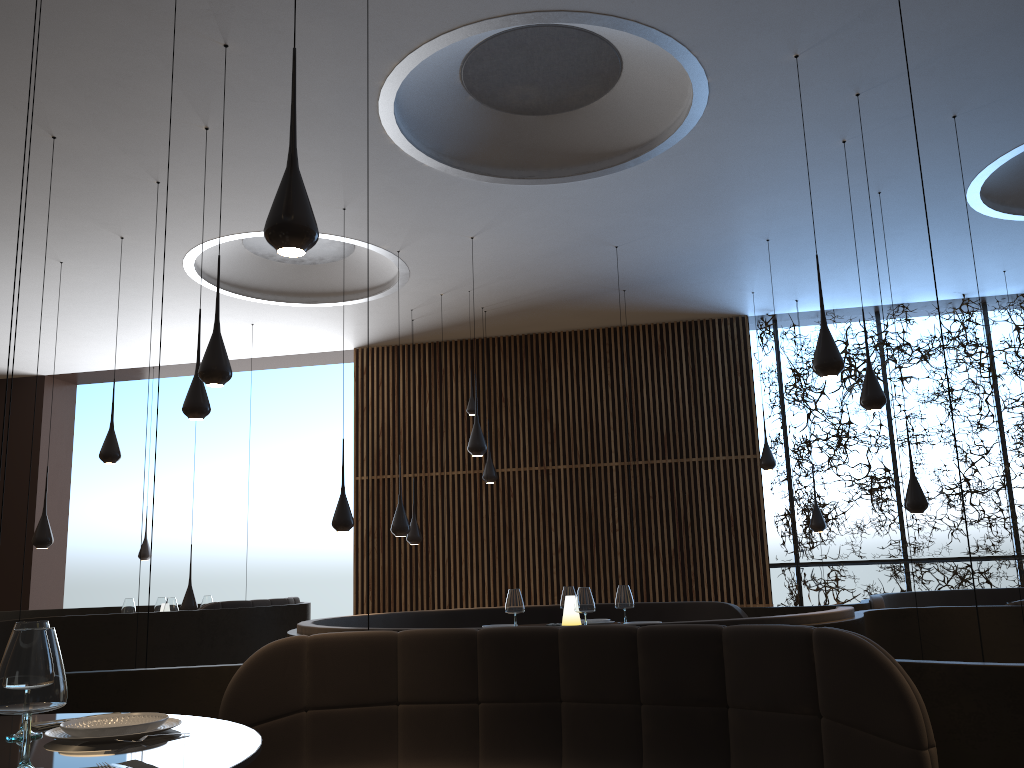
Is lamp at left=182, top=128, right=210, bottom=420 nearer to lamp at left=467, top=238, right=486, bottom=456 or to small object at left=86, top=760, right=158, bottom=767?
lamp at left=467, top=238, right=486, bottom=456

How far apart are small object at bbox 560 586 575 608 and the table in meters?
4.4 m

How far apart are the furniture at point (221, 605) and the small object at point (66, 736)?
6.35m

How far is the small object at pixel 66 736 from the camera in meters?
2.3 m

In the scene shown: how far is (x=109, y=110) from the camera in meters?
6.4

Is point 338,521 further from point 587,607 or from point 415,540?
point 415,540

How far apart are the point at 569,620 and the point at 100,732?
4.4m

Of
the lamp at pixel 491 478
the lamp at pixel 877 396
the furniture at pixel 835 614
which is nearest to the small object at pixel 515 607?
the furniture at pixel 835 614

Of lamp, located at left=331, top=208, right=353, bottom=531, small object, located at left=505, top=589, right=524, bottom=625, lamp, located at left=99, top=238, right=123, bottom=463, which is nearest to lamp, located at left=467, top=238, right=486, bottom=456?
lamp, located at left=331, top=208, right=353, bottom=531

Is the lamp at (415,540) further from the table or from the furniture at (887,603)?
the table
